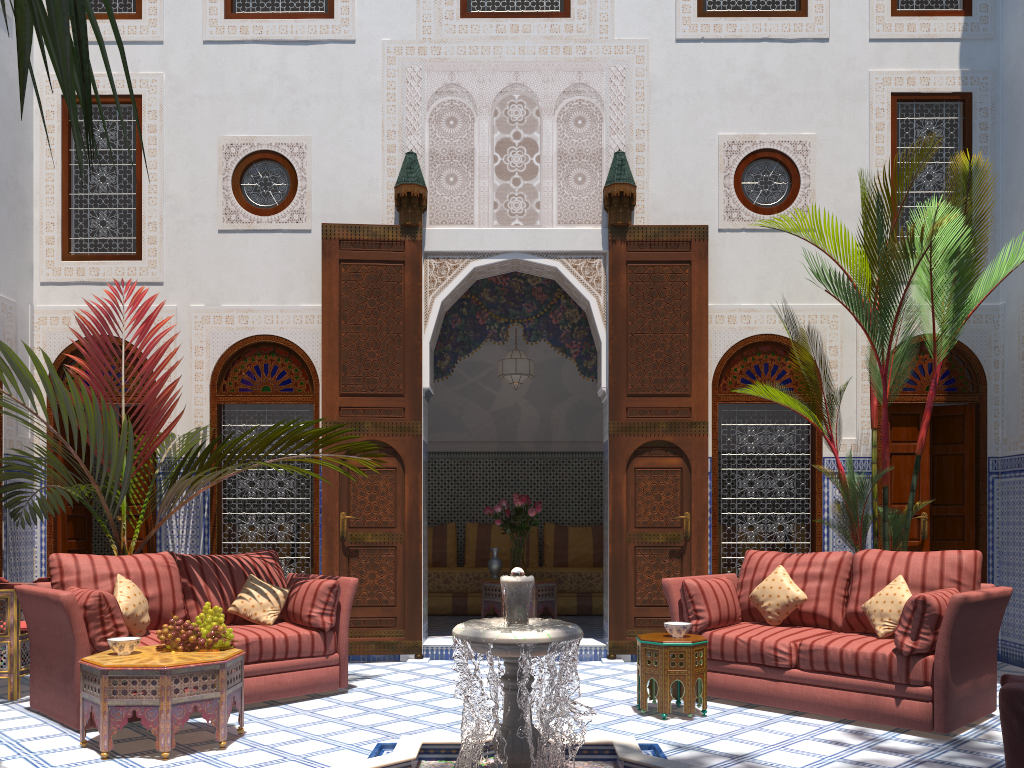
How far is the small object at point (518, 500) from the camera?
5.94m

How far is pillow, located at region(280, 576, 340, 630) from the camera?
3.97m

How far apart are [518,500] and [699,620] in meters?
2.2 m

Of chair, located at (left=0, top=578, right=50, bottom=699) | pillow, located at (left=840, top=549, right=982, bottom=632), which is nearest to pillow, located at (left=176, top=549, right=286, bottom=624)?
chair, located at (left=0, top=578, right=50, bottom=699)

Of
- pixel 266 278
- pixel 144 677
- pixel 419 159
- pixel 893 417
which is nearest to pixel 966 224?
→ pixel 893 417

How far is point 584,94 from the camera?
5.42m

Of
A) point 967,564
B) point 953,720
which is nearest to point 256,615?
point 953,720

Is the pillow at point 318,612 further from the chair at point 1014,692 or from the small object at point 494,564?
the chair at point 1014,692

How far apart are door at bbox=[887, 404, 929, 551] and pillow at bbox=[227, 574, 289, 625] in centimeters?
344cm

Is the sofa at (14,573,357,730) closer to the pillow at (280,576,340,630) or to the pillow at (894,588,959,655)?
the pillow at (280,576,340,630)
